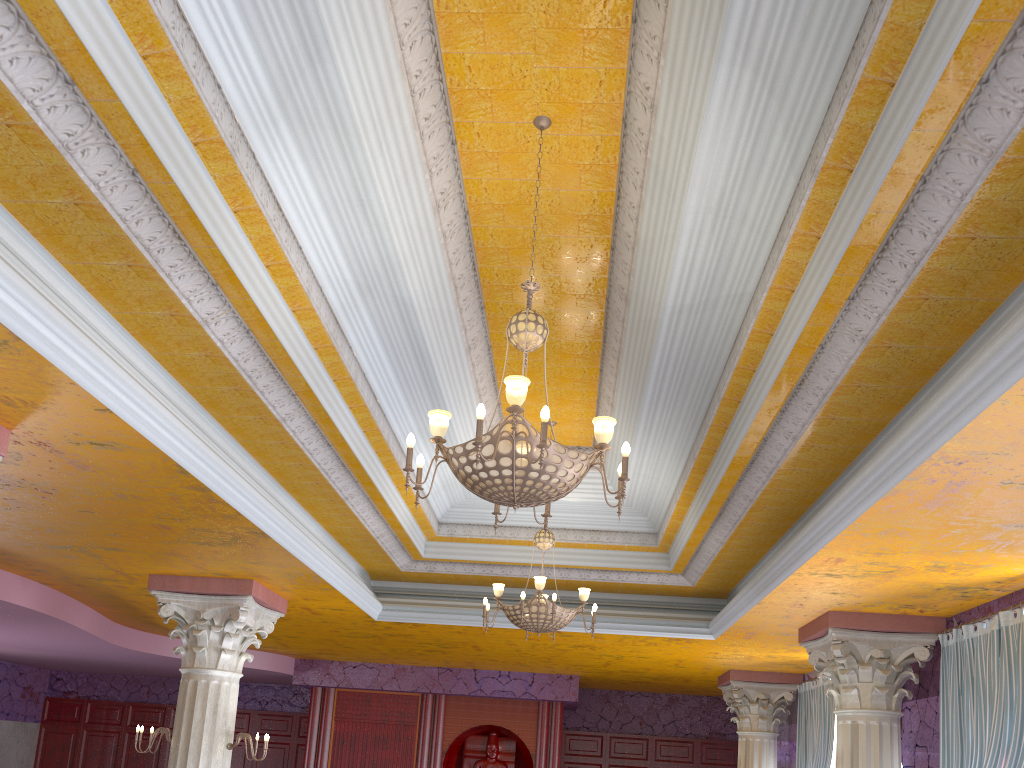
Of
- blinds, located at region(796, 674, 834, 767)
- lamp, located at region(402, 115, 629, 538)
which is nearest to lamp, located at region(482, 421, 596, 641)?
lamp, located at region(402, 115, 629, 538)

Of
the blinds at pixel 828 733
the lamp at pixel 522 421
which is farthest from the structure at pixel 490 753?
the lamp at pixel 522 421

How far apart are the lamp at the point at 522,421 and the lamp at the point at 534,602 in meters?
2.9 m

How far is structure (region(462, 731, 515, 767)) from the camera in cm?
1417

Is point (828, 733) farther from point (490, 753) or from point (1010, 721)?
point (490, 753)

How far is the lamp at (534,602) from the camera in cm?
740

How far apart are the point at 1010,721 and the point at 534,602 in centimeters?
366cm

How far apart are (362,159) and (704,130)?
1.8m

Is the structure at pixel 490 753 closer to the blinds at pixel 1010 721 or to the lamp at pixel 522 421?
the blinds at pixel 1010 721

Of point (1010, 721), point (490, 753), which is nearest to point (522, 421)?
point (1010, 721)
